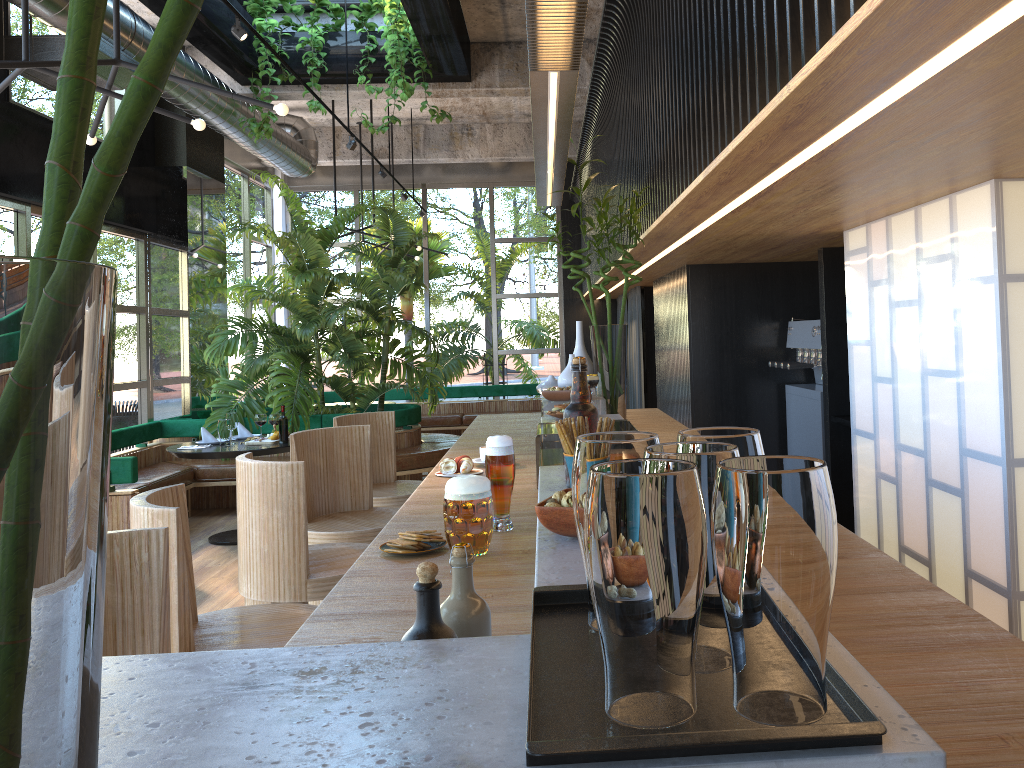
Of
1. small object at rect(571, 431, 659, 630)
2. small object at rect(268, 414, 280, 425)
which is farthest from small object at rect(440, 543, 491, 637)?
small object at rect(268, 414, 280, 425)

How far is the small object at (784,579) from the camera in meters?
0.7

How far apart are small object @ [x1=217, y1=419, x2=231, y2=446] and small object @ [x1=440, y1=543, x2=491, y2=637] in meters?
6.3 m

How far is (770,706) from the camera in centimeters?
74cm

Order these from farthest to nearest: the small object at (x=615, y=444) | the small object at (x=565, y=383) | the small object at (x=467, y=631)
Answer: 1. the small object at (x=565, y=383)
2. the small object at (x=467, y=631)
3. the small object at (x=615, y=444)

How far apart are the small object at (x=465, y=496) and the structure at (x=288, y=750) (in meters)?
0.02

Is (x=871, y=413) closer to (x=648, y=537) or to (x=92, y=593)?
(x=648, y=537)

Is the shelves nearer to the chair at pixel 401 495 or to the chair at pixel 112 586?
the chair at pixel 401 495

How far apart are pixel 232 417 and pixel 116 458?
1.4 meters

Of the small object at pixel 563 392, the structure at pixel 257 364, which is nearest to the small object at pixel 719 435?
the small object at pixel 563 392
